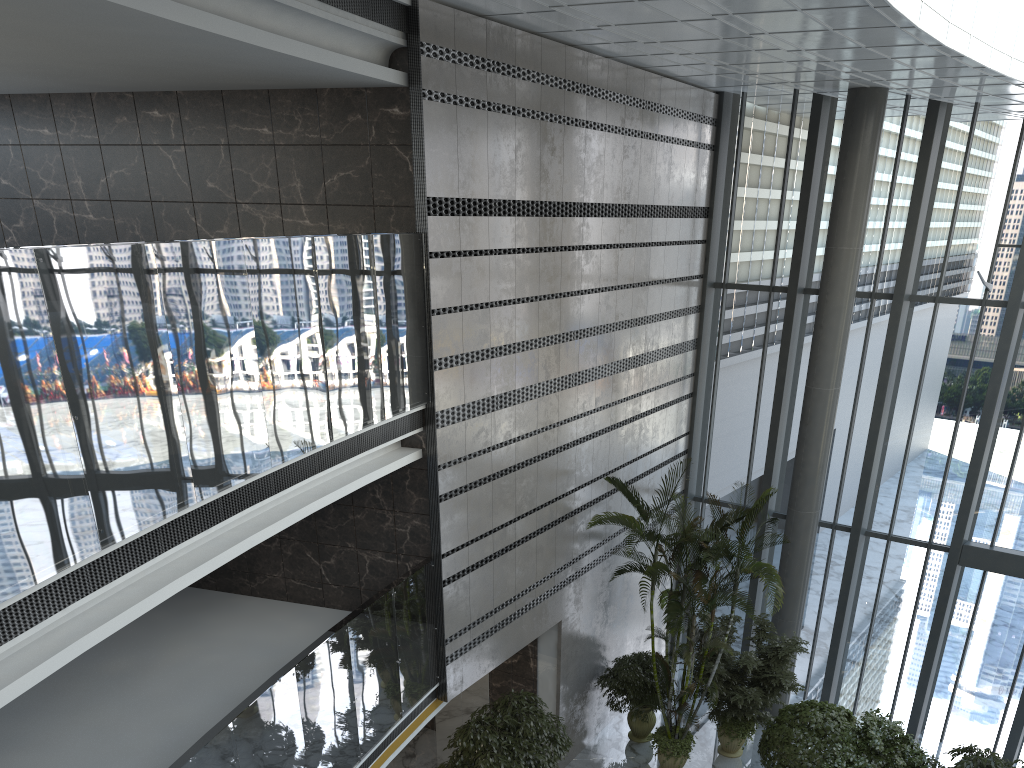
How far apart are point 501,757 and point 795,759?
3.6m

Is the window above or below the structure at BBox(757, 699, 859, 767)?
above

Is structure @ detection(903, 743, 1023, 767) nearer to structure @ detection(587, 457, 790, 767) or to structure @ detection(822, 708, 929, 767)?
structure @ detection(822, 708, 929, 767)

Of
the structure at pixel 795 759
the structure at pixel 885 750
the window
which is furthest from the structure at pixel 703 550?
the window

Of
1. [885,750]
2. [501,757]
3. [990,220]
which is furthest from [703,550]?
[990,220]

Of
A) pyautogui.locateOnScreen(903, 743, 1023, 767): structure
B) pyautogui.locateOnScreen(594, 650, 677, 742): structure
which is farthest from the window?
pyautogui.locateOnScreen(903, 743, 1023, 767): structure

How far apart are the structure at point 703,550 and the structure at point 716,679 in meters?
0.2

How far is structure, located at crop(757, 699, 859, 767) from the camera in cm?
991

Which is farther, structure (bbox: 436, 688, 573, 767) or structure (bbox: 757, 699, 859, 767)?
structure (bbox: 757, 699, 859, 767)

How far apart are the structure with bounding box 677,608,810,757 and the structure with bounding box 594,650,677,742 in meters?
0.7 m
